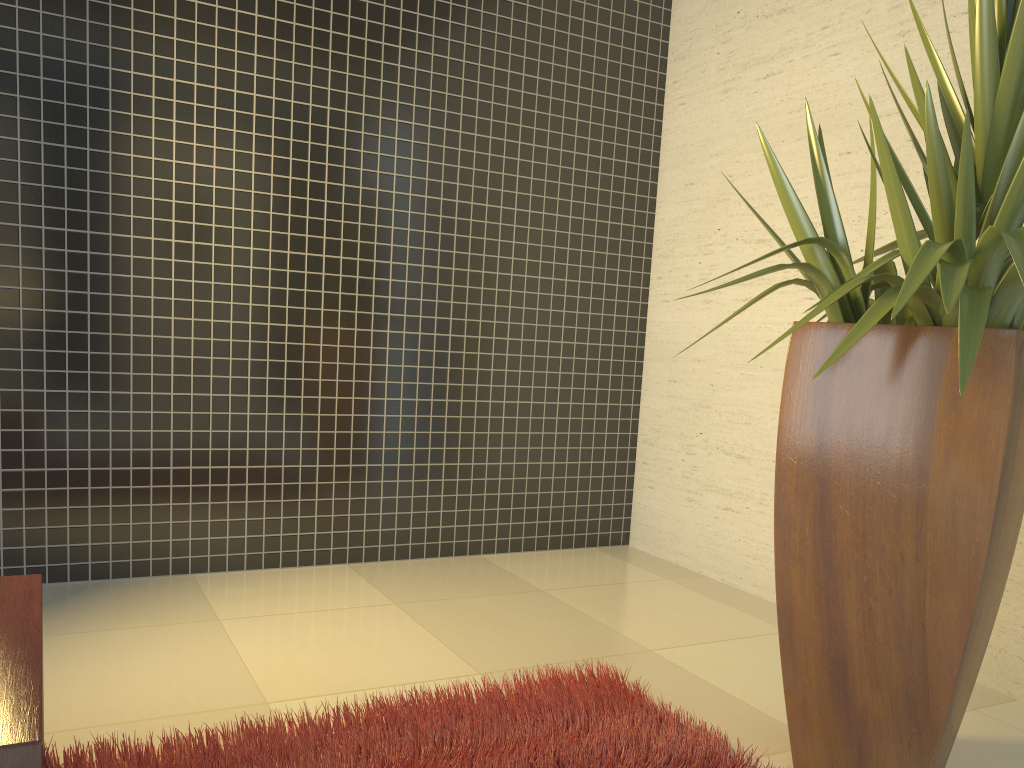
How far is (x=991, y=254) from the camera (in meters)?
1.81

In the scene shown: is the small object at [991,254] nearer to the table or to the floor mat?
the floor mat

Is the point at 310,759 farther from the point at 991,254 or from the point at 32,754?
the point at 991,254

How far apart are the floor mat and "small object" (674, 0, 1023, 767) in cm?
15

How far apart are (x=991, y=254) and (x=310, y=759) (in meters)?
1.79

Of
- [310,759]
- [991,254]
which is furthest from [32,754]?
[991,254]

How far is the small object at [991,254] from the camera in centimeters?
181cm

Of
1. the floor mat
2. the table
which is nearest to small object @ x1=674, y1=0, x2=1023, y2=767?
the floor mat

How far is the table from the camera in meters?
1.1

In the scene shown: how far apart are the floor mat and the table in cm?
37
